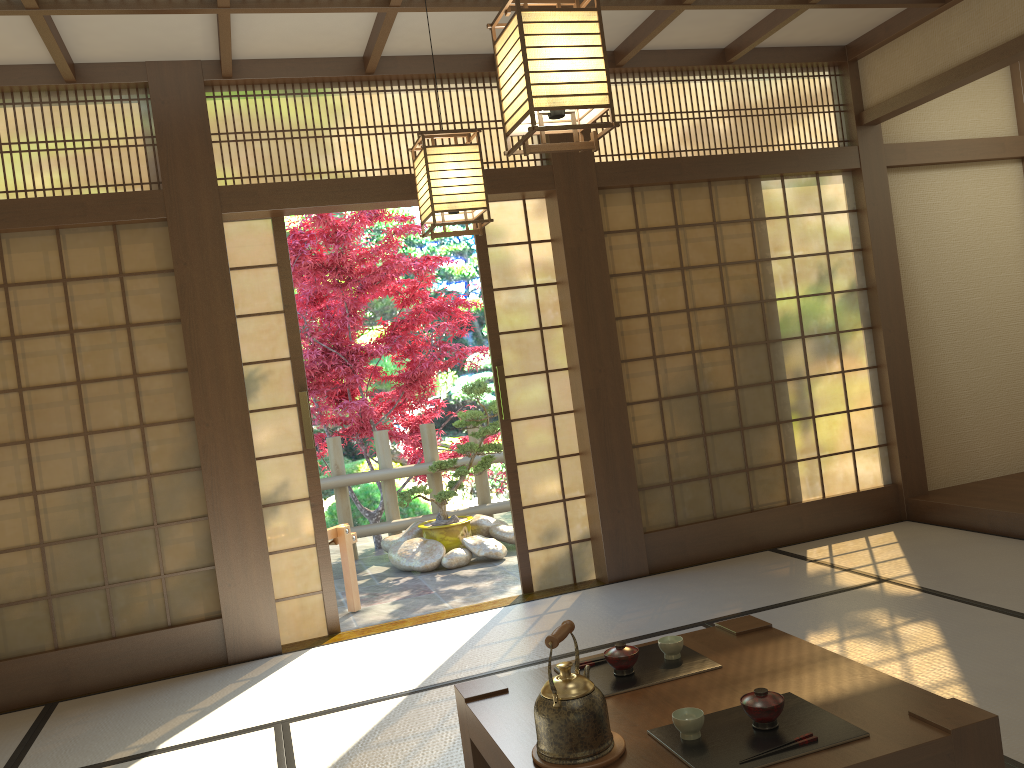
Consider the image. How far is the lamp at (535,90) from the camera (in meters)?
2.15

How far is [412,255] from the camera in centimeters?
1120cm

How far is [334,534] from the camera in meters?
5.5

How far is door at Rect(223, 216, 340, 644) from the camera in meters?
4.6

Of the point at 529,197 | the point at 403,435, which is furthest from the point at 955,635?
the point at 403,435

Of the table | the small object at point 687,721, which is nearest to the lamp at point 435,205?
the table

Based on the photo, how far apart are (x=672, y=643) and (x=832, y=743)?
0.69m

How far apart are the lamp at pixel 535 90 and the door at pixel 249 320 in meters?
2.6 m

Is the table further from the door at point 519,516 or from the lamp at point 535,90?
the door at point 519,516

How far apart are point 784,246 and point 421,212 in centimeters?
288cm
